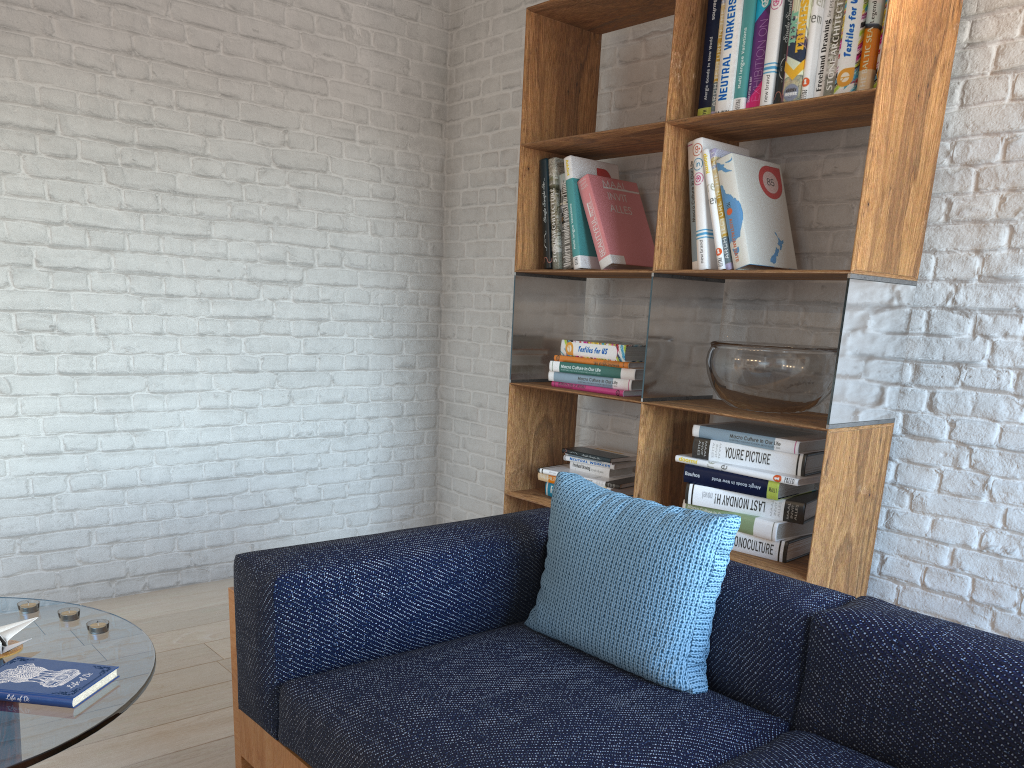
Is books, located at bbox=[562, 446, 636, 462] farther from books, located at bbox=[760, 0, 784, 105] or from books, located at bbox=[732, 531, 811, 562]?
books, located at bbox=[760, 0, 784, 105]

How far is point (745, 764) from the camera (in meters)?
1.53

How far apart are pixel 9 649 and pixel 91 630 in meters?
0.2 m

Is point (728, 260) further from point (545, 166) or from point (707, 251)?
point (545, 166)

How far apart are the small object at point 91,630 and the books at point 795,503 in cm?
167

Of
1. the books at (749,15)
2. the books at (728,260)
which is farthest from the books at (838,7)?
the books at (728,260)

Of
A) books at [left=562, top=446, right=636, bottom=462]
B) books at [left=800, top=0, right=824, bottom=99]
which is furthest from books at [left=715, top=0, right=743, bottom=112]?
books at [left=562, top=446, right=636, bottom=462]

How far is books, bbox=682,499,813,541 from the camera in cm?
253

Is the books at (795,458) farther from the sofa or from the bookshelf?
the sofa

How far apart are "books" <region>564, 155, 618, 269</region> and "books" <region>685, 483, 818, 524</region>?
0.9 meters
